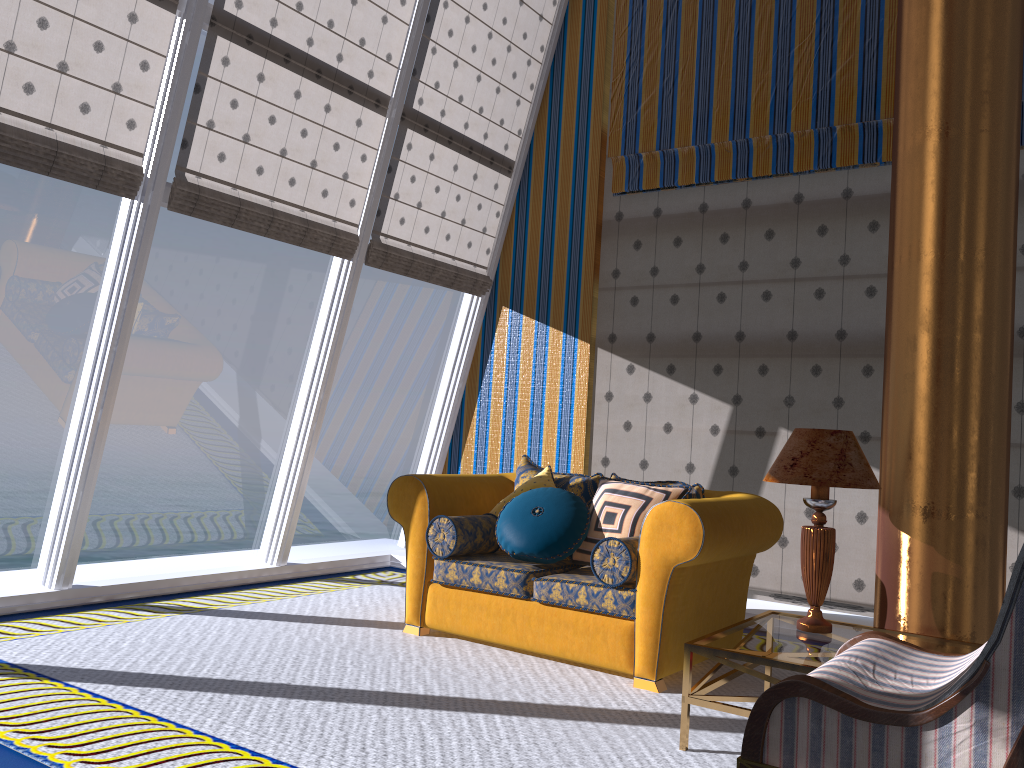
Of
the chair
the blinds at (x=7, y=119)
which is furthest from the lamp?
the blinds at (x=7, y=119)

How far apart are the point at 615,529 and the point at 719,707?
1.3m

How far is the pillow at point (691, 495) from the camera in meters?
4.4

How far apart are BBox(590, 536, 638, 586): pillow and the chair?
1.2 meters

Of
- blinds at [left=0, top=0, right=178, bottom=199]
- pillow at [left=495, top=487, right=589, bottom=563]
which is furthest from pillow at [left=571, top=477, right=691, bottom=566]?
blinds at [left=0, top=0, right=178, bottom=199]

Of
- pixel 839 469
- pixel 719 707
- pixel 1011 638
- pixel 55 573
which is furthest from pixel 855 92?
pixel 55 573

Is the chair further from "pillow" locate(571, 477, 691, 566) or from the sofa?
"pillow" locate(571, 477, 691, 566)

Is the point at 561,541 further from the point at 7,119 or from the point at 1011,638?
the point at 7,119

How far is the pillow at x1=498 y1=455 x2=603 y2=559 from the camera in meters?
4.7

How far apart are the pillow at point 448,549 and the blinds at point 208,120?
2.1m
